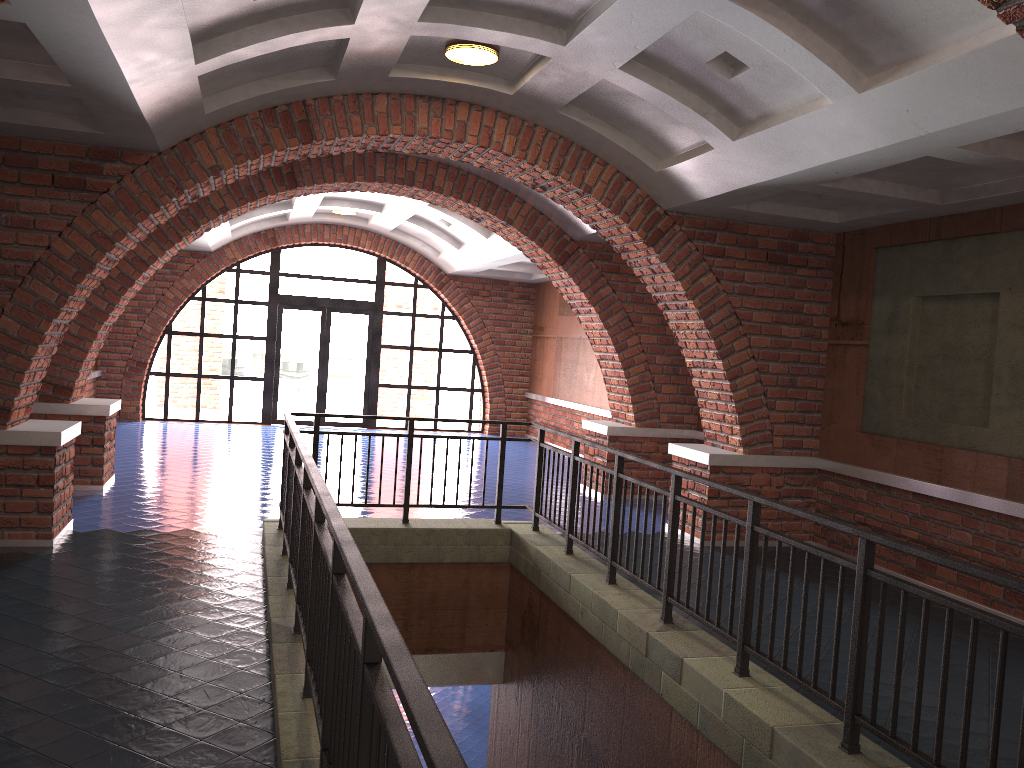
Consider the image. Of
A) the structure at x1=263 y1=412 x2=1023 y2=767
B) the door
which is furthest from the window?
the structure at x1=263 y1=412 x2=1023 y2=767

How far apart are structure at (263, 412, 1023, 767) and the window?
9.2m

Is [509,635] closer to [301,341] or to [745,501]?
[745,501]

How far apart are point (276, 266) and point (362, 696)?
14.8 meters

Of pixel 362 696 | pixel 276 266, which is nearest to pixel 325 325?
pixel 276 266

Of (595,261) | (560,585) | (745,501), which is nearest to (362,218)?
(595,261)

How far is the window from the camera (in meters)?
16.18

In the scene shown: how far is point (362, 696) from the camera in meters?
2.2

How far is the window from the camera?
16.2 meters

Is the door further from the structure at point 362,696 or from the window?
the structure at point 362,696
